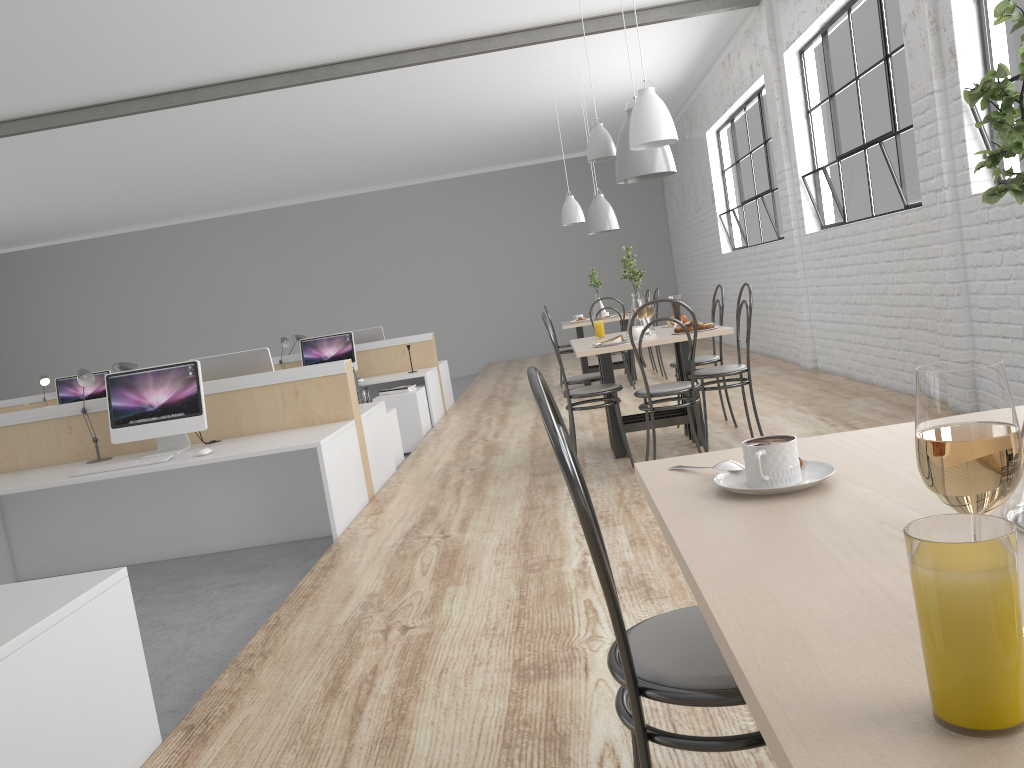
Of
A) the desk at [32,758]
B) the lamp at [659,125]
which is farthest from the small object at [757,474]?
the lamp at [659,125]

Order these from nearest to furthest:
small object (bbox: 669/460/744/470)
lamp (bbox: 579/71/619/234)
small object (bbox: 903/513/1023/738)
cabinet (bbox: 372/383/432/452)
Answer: small object (bbox: 903/513/1023/738)
small object (bbox: 669/460/744/470)
cabinet (bbox: 372/383/432/452)
lamp (bbox: 579/71/619/234)

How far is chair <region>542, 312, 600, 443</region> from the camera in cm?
430

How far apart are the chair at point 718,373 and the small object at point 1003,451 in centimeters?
320cm

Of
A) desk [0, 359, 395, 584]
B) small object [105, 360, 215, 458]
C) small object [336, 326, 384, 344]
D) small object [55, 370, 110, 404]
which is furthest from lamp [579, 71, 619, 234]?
small object [105, 360, 215, 458]

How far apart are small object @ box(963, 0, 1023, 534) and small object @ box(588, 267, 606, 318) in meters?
6.4

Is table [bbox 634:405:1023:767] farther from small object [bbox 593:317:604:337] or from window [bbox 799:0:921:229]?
window [bbox 799:0:921:229]

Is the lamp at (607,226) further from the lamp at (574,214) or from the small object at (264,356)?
the small object at (264,356)

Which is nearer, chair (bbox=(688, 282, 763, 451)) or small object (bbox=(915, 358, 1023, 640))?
small object (bbox=(915, 358, 1023, 640))

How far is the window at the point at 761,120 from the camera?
6.7 meters
